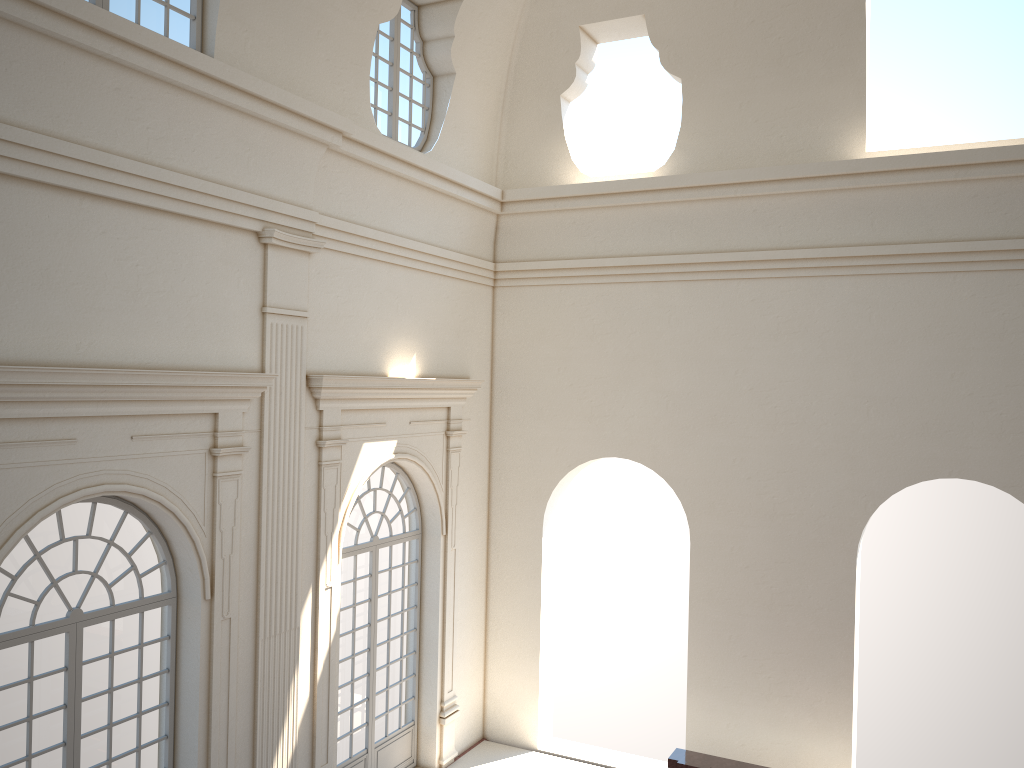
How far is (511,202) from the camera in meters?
12.9
